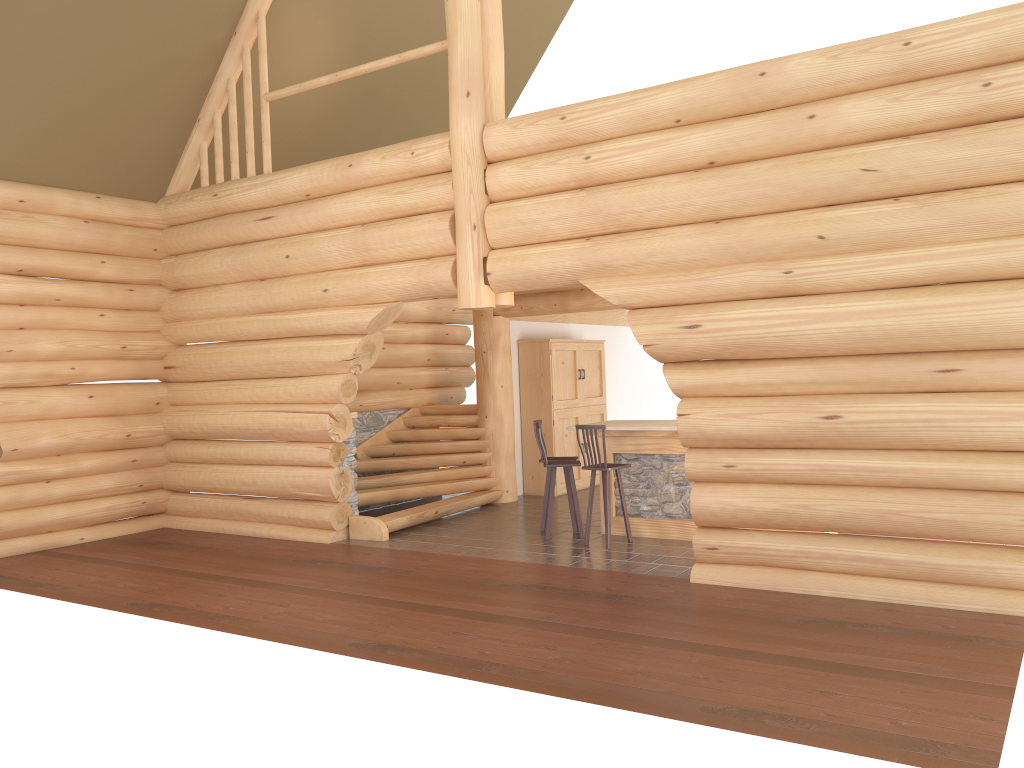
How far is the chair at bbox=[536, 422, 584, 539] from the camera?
10.0m

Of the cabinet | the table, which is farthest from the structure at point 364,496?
the table

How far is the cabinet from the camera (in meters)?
13.57

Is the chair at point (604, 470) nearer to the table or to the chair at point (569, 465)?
the chair at point (569, 465)

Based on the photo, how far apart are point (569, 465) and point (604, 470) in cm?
64

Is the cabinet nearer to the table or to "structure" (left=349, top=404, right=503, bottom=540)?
"structure" (left=349, top=404, right=503, bottom=540)

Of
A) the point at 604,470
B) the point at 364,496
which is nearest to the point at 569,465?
the point at 604,470

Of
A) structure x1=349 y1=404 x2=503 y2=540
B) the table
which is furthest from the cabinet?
the table

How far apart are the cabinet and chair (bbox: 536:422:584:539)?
3.47m

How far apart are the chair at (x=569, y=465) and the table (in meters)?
0.49
